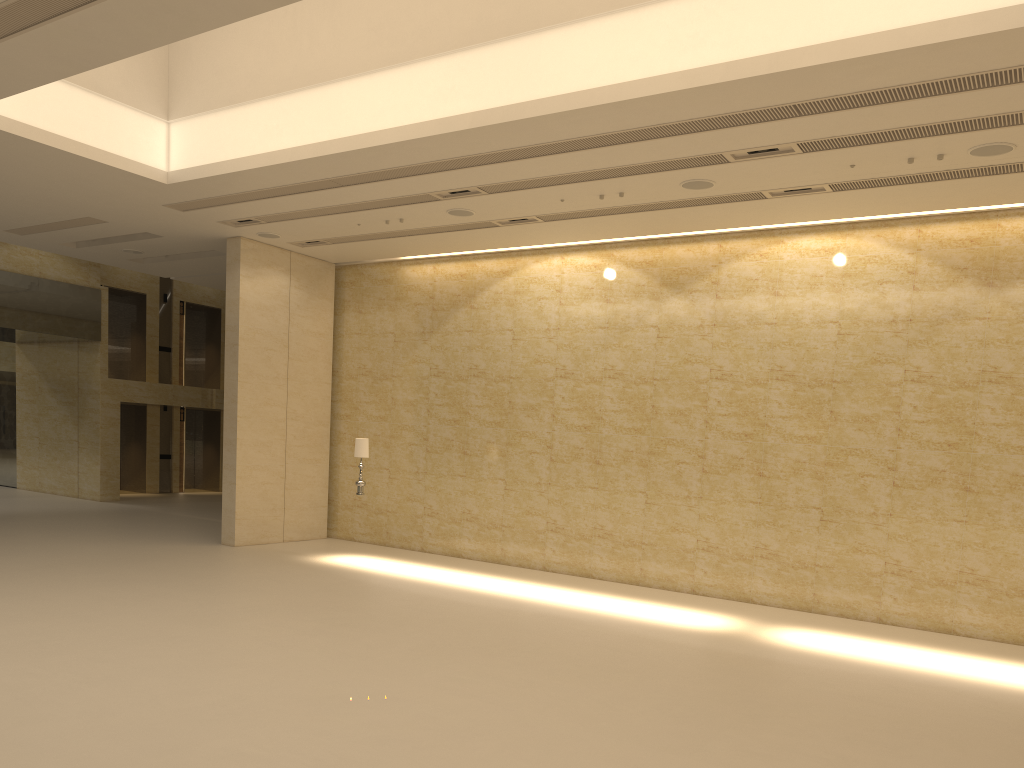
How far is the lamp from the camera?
15.52m

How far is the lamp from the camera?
15.52m

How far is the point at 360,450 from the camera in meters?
15.5
